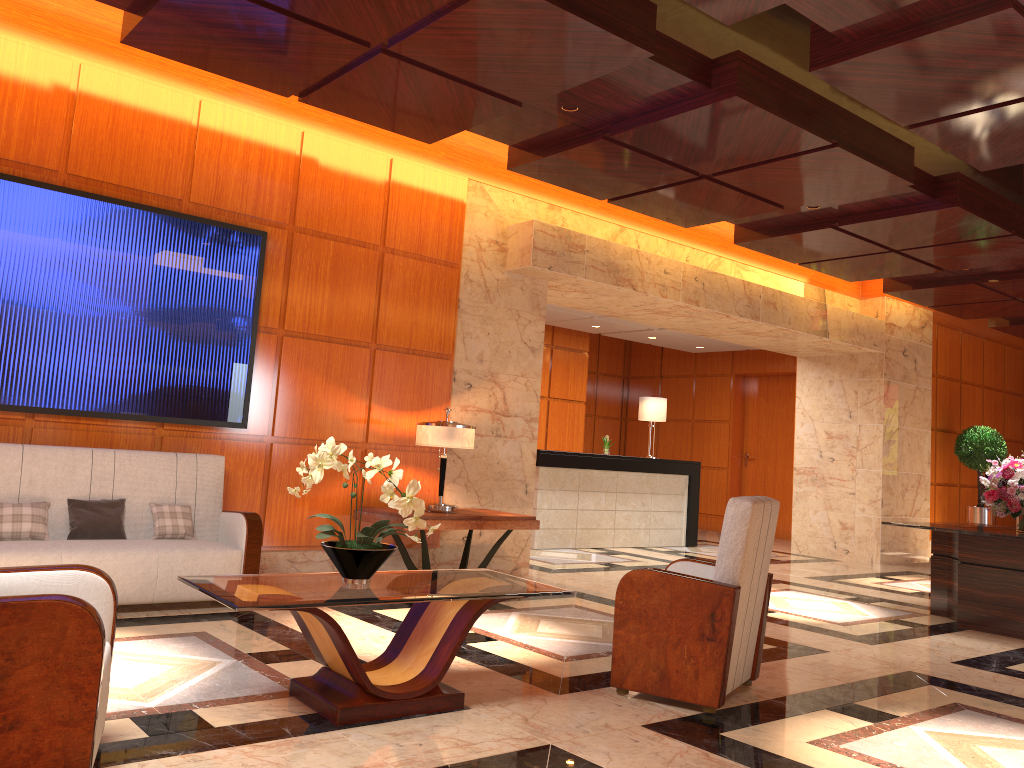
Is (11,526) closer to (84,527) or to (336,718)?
(84,527)

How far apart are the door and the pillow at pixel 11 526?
11.79m

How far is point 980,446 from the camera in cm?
1258

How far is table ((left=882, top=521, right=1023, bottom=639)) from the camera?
6.59m

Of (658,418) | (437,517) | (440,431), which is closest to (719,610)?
(437,517)

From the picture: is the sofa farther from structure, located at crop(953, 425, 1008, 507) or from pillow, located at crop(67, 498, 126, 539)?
structure, located at crop(953, 425, 1008, 507)

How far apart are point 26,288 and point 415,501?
3.41m

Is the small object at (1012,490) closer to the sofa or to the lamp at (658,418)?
the lamp at (658,418)

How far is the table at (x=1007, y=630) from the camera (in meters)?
6.59

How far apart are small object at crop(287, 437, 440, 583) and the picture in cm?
250
